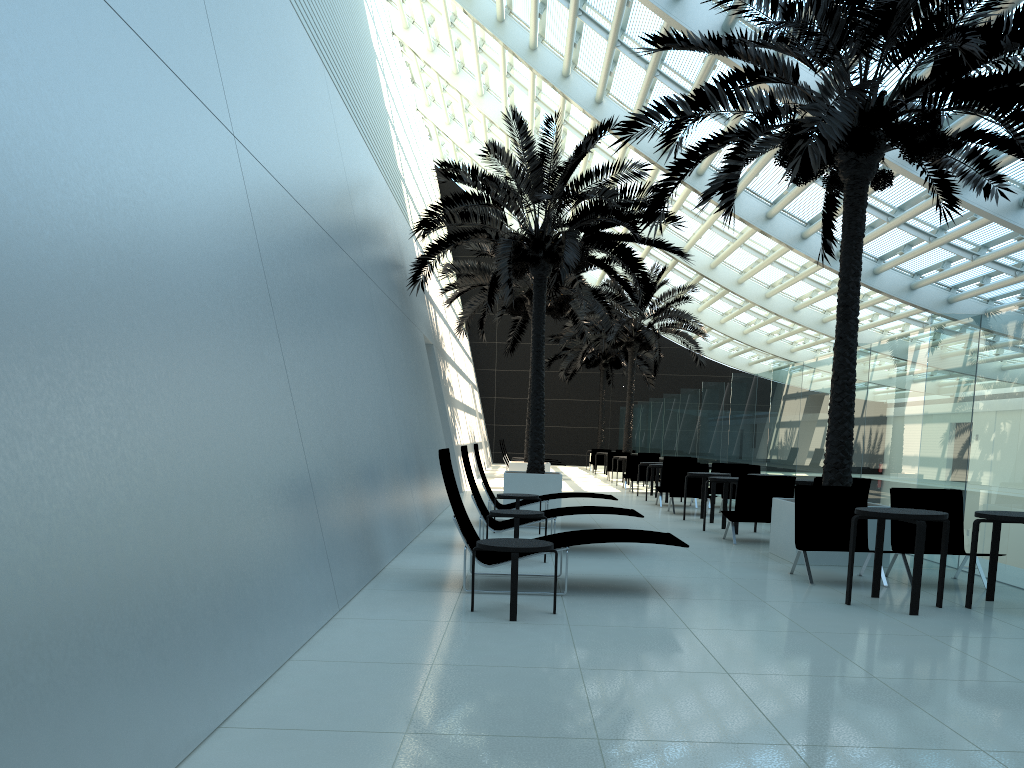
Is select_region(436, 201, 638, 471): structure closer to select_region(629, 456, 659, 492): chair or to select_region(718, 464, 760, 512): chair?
select_region(629, 456, 659, 492): chair

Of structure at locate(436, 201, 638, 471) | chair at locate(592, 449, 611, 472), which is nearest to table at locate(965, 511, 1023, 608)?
structure at locate(436, 201, 638, 471)

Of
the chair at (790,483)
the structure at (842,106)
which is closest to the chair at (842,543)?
the structure at (842,106)

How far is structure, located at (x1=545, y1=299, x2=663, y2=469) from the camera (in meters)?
36.27

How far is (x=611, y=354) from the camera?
36.3 meters

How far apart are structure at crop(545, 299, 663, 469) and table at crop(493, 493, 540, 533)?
23.9m

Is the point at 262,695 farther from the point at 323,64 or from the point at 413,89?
the point at 413,89

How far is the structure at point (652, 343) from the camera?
27.2m

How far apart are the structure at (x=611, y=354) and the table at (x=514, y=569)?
28.7m

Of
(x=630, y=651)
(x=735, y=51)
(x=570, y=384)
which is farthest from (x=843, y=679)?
A: (x=570, y=384)
